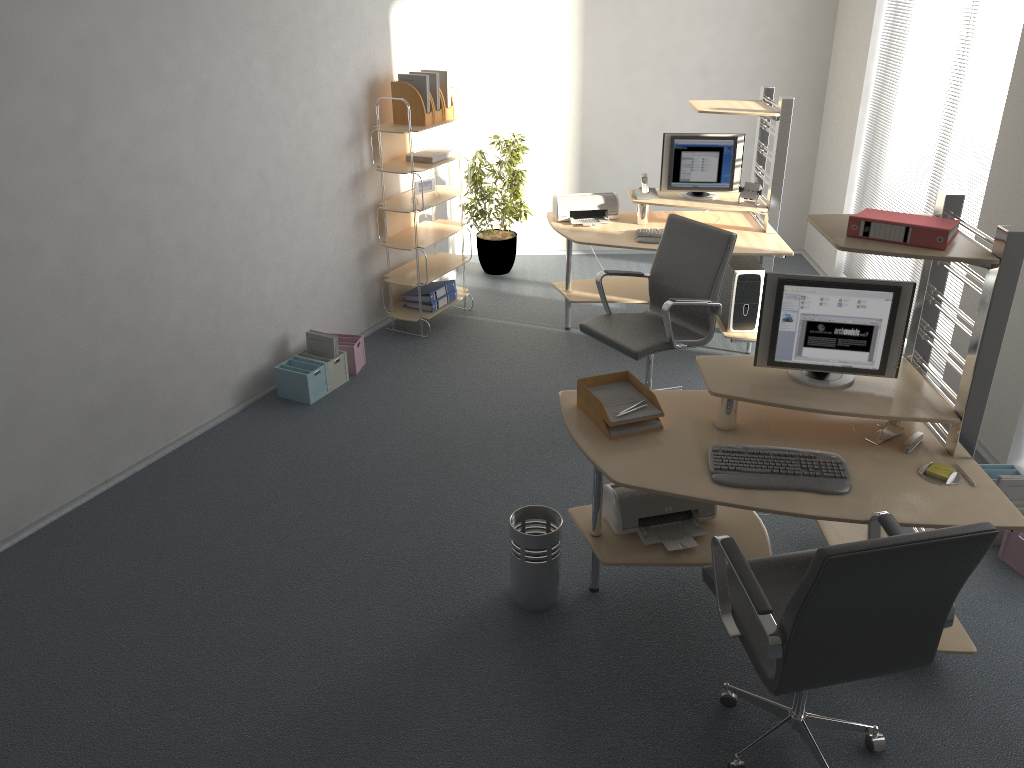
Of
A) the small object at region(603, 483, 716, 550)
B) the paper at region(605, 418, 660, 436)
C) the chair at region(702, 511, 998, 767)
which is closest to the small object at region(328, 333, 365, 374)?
the small object at region(603, 483, 716, 550)

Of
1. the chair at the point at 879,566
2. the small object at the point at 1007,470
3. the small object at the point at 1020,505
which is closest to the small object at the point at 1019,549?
the small object at the point at 1020,505

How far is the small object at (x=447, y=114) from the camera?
5.82m

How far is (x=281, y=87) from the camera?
4.94m

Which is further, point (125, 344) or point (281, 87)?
point (281, 87)

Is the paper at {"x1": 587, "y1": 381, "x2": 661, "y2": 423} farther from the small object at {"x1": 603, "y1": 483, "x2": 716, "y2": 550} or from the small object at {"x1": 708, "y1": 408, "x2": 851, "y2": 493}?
the small object at {"x1": 603, "y1": 483, "x2": 716, "y2": 550}

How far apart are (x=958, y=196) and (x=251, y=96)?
3.50m

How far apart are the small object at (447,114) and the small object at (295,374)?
1.9 meters

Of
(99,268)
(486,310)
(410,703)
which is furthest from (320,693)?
(486,310)

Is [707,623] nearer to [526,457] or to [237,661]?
[526,457]
